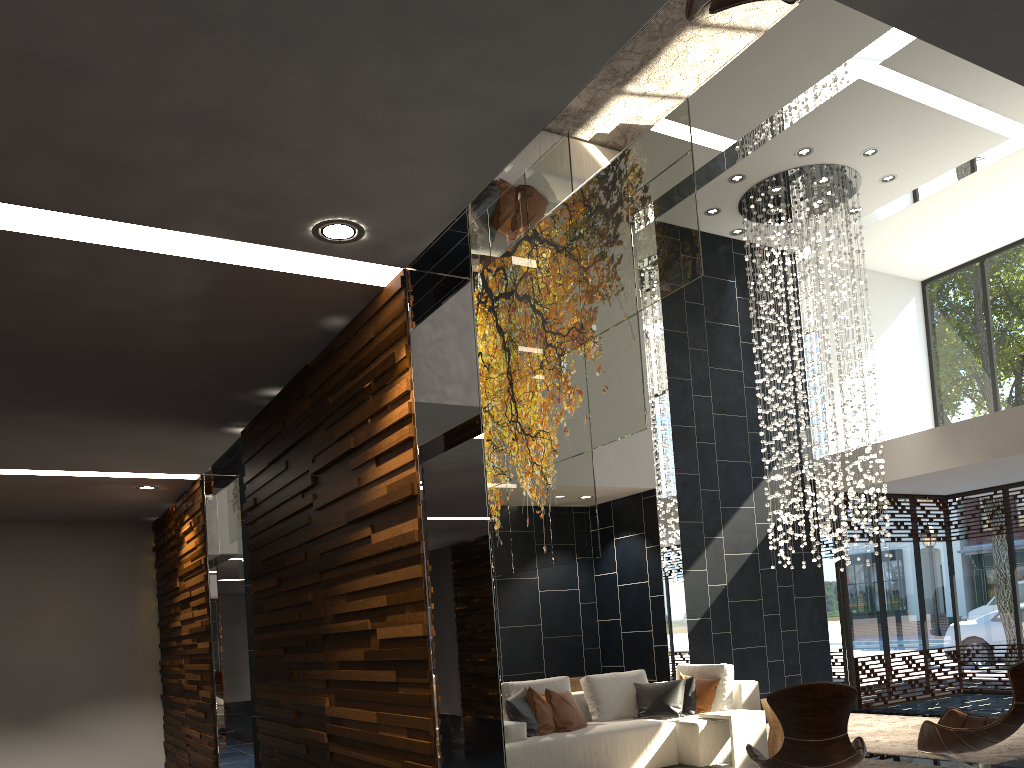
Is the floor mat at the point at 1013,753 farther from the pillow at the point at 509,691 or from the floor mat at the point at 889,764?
the pillow at the point at 509,691

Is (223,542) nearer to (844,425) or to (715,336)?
(715,336)

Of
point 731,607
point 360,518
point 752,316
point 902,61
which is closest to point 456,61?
point 360,518

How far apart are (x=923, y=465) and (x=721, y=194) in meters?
3.9

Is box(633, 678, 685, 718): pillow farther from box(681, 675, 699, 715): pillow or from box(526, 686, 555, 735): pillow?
box(526, 686, 555, 735): pillow

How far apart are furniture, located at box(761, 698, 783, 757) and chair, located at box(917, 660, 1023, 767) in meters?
1.7

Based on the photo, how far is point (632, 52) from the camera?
2.50m

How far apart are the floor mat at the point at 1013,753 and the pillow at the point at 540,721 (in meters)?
2.86

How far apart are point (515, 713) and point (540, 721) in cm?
26

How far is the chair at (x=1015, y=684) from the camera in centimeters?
531cm
